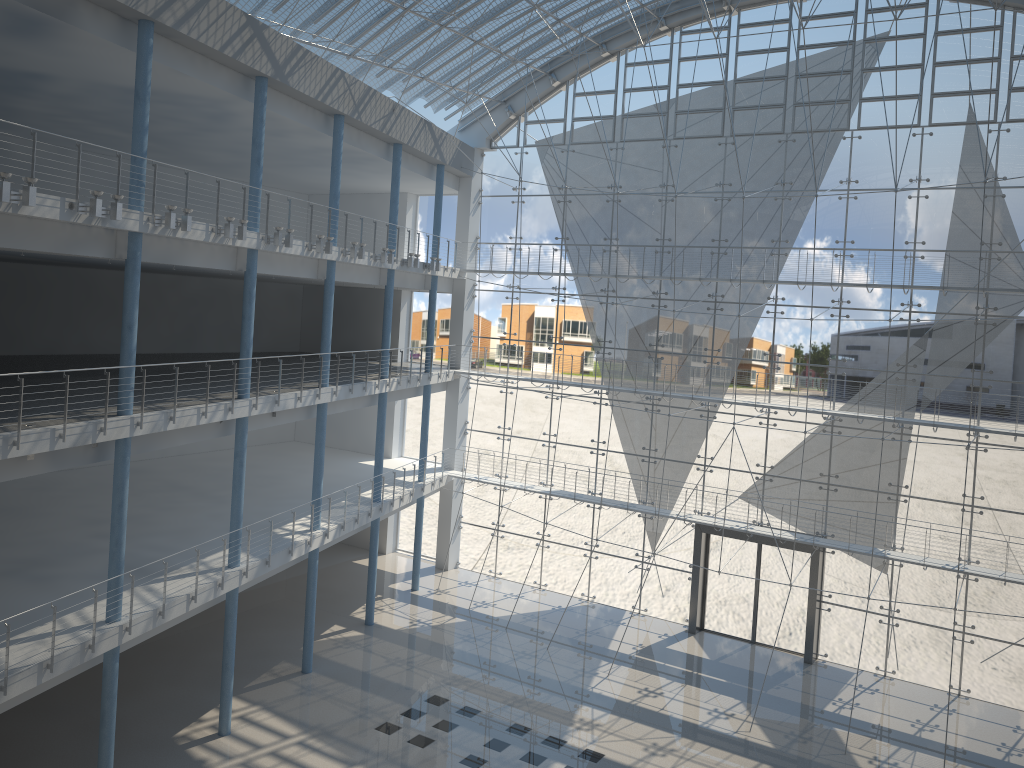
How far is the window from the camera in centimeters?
338cm

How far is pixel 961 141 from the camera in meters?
Answer: 3.4

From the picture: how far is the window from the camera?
3.38m
